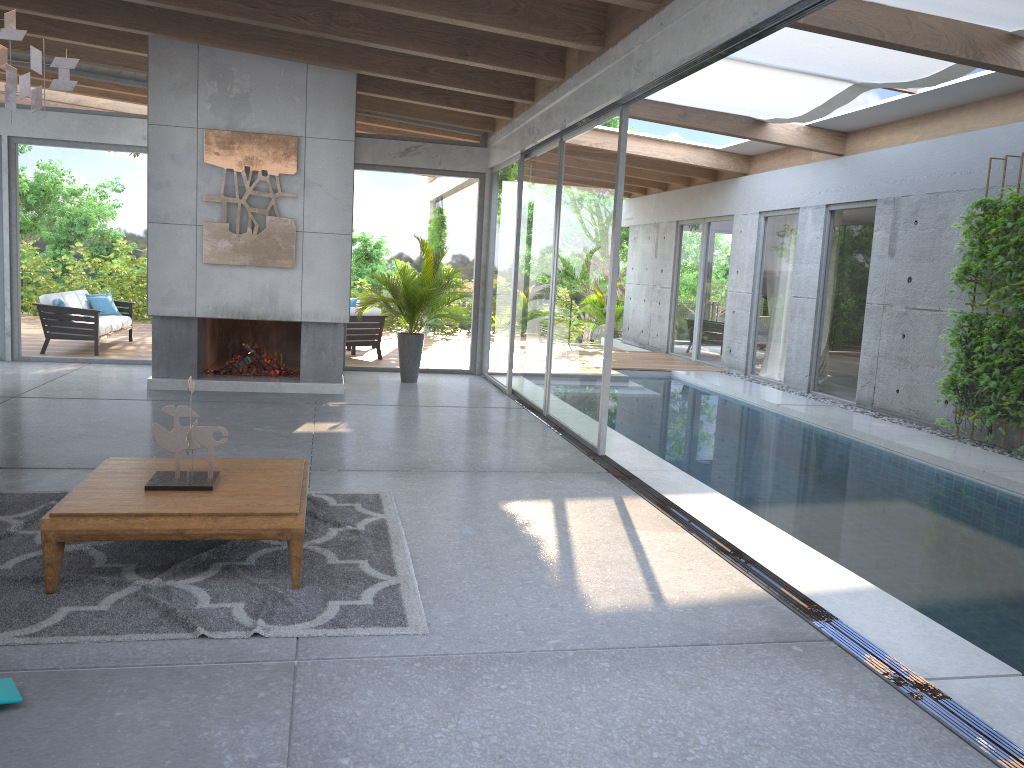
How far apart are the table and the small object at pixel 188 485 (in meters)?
0.03

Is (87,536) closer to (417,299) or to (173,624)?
(173,624)

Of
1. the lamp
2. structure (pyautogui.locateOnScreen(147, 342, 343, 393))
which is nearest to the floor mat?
the lamp

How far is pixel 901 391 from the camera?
9.89m

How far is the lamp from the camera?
3.66m

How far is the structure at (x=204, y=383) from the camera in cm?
931

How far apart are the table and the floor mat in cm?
3

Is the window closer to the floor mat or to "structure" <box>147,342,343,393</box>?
"structure" <box>147,342,343,393</box>

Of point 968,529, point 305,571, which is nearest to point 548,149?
point 968,529

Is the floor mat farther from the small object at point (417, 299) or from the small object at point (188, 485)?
the small object at point (417, 299)
